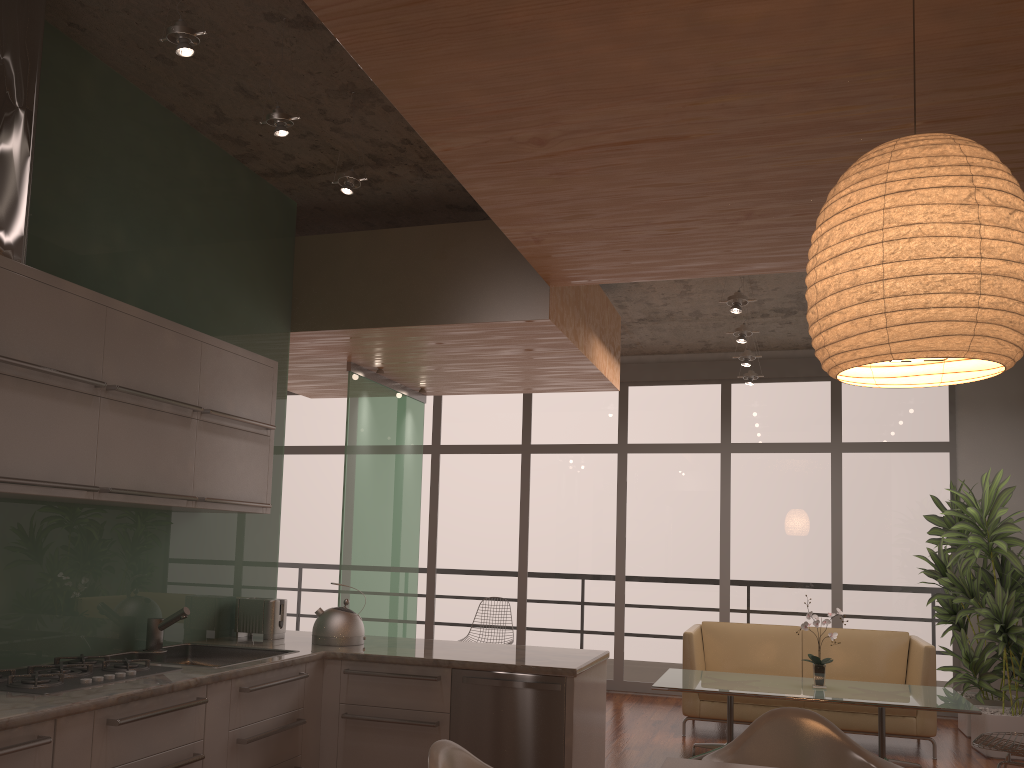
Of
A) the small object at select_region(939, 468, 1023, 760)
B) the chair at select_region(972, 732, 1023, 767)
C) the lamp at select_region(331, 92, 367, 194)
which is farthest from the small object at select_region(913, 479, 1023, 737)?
the lamp at select_region(331, 92, 367, 194)

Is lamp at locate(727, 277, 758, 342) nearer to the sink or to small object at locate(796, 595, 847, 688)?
small object at locate(796, 595, 847, 688)

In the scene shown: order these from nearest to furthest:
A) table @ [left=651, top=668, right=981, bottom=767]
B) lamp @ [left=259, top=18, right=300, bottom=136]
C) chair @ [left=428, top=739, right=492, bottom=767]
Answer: chair @ [left=428, top=739, right=492, bottom=767]
lamp @ [left=259, top=18, right=300, bottom=136]
table @ [left=651, top=668, right=981, bottom=767]

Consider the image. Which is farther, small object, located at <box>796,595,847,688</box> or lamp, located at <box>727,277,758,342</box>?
lamp, located at <box>727,277,758,342</box>

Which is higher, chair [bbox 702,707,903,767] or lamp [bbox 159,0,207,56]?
lamp [bbox 159,0,207,56]

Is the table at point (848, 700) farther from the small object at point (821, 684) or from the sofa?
the sofa

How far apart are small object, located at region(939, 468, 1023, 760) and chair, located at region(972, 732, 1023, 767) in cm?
182

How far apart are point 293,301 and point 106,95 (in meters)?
1.65

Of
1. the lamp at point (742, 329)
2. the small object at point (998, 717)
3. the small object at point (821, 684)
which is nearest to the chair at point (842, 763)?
the small object at point (821, 684)

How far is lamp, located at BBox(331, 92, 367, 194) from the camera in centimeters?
393cm
